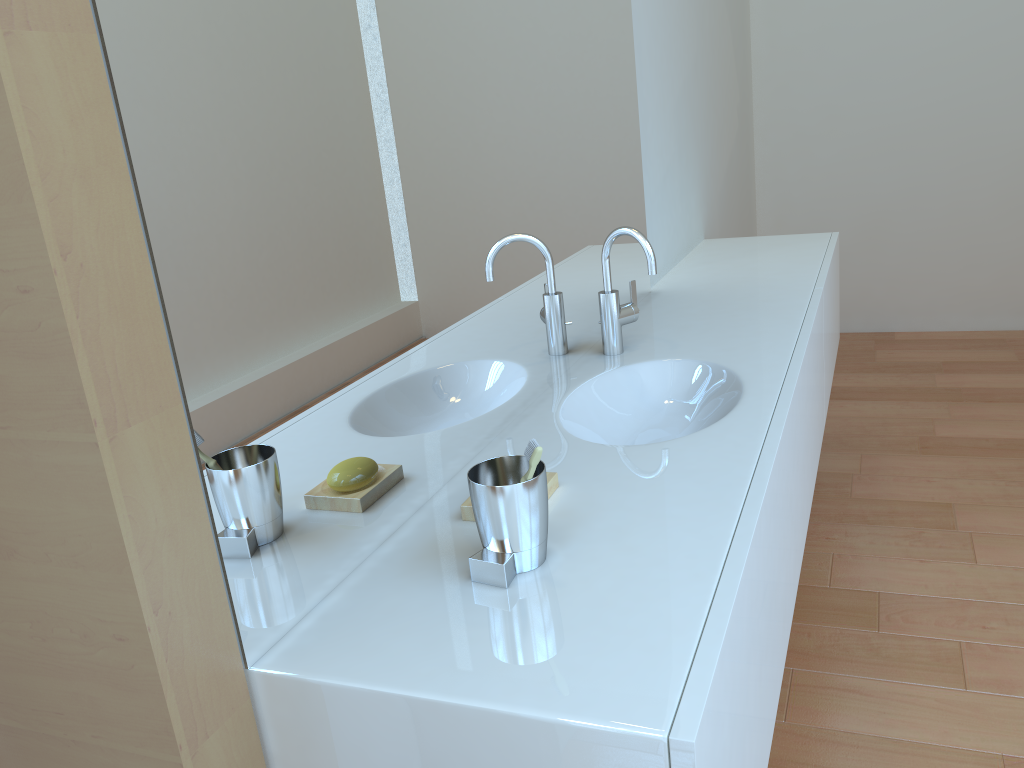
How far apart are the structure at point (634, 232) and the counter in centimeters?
1cm

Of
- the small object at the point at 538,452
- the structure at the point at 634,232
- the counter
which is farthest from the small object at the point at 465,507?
the structure at the point at 634,232

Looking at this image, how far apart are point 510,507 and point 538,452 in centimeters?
8cm

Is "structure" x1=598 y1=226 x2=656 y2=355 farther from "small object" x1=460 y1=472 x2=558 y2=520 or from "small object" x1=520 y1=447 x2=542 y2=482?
"small object" x1=520 y1=447 x2=542 y2=482

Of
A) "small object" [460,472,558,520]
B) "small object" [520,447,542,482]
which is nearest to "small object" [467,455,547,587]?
"small object" [520,447,542,482]

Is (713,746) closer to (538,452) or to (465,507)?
(538,452)

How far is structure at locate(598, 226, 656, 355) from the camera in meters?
1.7 m

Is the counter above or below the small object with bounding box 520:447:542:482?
below

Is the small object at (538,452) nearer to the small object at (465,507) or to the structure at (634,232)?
the small object at (465,507)

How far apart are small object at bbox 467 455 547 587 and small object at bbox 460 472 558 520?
0.11m
